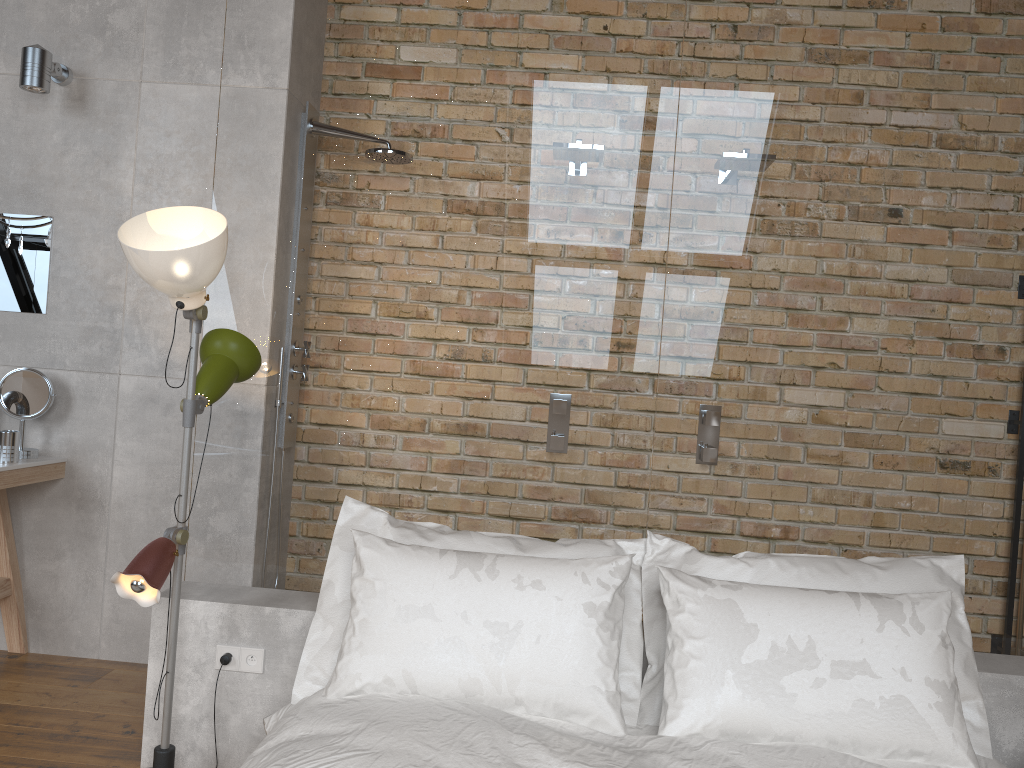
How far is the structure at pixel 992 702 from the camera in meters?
2.4

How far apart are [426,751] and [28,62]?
2.8m

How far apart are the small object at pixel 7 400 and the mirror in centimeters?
26cm

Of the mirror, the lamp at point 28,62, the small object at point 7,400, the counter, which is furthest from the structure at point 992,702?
the lamp at point 28,62

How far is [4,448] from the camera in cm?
313

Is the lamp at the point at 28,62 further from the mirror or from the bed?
the bed

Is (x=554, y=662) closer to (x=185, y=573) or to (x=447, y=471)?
(x=447, y=471)

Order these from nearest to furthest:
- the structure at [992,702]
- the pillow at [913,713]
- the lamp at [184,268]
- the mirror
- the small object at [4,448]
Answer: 1. the pillow at [913,713]
2. the lamp at [184,268]
3. the structure at [992,702]
4. the small object at [4,448]
5. the mirror

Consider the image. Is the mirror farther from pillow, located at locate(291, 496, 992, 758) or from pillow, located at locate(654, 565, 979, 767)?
pillow, located at locate(654, 565, 979, 767)

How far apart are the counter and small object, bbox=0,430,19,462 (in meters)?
0.02
